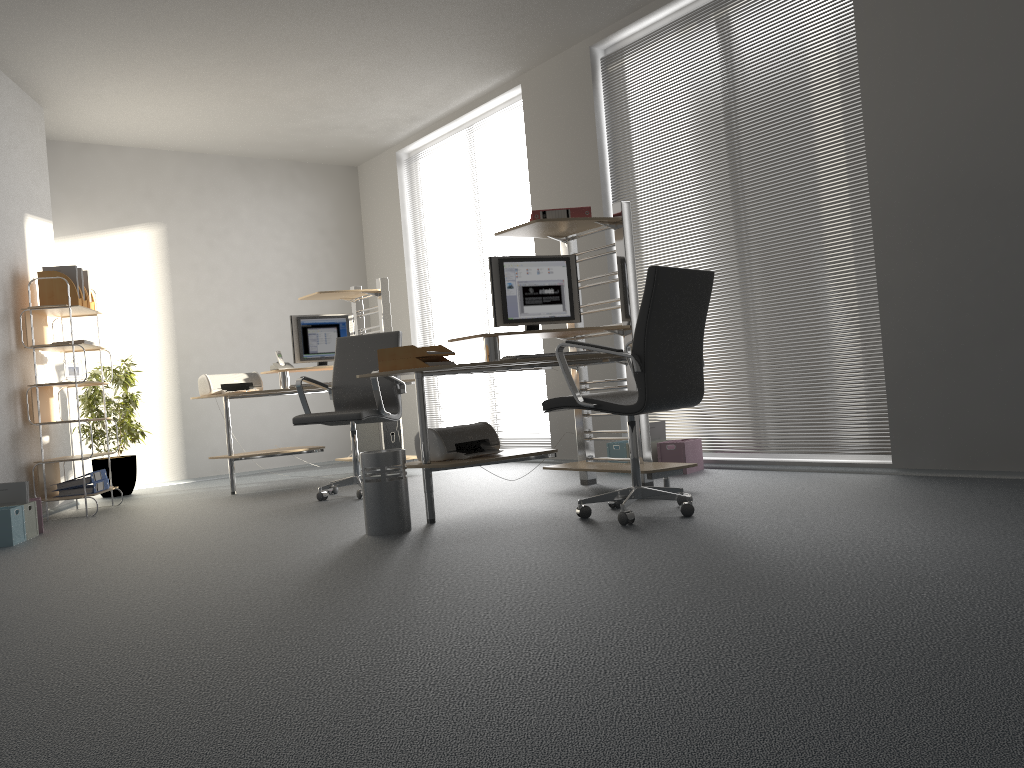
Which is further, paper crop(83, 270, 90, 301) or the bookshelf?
paper crop(83, 270, 90, 301)

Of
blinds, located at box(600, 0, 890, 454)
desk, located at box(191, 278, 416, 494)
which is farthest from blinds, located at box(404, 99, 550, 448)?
desk, located at box(191, 278, 416, 494)

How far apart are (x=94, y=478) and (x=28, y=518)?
1.1m

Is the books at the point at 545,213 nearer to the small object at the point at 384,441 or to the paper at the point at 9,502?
the small object at the point at 384,441

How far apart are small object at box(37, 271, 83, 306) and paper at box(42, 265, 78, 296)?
0.1m

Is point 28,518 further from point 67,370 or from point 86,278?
point 86,278

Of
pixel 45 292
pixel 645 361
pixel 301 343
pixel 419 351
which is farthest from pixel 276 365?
pixel 645 361

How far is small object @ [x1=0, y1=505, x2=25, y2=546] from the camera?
4.61m

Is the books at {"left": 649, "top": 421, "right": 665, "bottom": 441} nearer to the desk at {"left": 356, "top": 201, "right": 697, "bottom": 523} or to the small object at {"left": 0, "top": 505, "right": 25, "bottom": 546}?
the desk at {"left": 356, "top": 201, "right": 697, "bottom": 523}

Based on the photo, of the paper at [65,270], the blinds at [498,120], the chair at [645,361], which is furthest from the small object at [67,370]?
the chair at [645,361]
